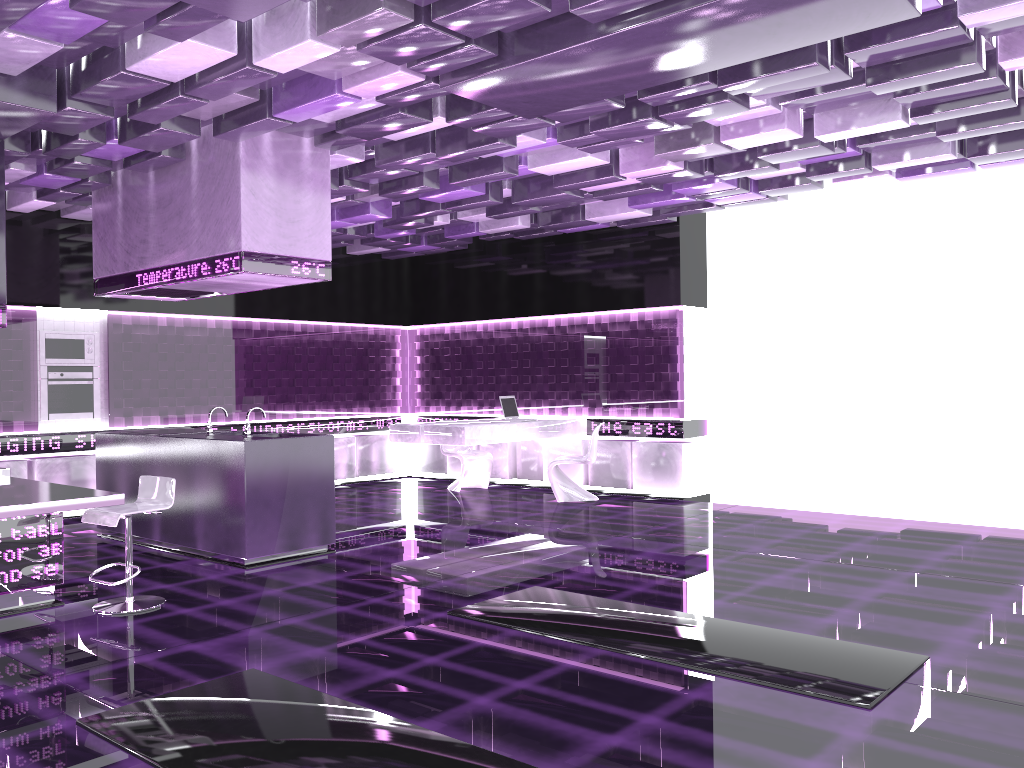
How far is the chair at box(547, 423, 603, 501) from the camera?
9.6m

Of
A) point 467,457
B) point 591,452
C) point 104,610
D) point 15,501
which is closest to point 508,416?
point 467,457

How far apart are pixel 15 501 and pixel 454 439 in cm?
491

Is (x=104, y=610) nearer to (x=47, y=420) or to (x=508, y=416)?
(x=47, y=420)

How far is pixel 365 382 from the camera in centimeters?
1191cm

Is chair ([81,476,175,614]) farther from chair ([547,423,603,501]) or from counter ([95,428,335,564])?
chair ([547,423,603,501])

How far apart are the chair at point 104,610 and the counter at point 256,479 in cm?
86

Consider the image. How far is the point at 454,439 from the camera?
9.1 meters

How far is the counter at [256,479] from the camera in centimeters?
638cm

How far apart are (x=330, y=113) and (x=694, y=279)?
5.24m
